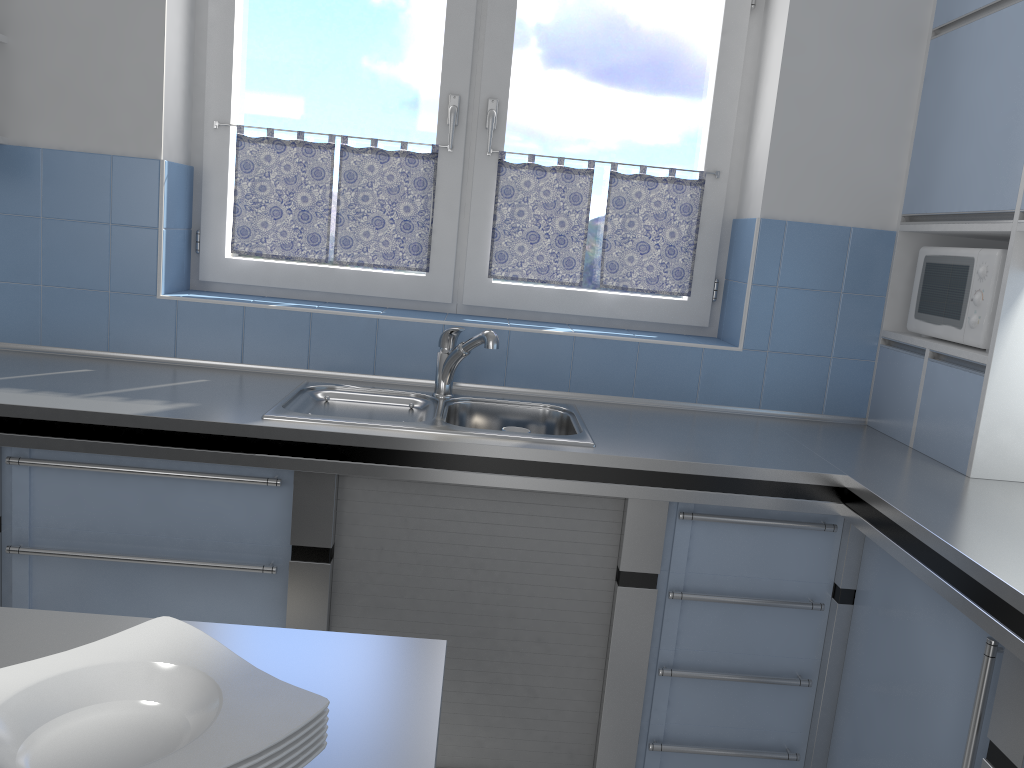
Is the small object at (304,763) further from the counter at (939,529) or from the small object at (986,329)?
the small object at (986,329)

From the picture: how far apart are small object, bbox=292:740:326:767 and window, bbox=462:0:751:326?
2.22m

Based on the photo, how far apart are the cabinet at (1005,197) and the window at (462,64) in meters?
1.4

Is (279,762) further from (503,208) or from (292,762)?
(503,208)

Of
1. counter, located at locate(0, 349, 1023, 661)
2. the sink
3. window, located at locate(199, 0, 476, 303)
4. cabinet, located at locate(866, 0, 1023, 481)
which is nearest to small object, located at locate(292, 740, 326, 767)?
counter, located at locate(0, 349, 1023, 661)

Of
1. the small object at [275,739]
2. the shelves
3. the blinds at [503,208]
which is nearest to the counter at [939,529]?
the blinds at [503,208]

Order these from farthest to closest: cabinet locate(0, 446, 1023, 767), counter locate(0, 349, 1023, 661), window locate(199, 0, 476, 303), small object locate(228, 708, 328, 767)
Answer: window locate(199, 0, 476, 303) → cabinet locate(0, 446, 1023, 767) → counter locate(0, 349, 1023, 661) → small object locate(228, 708, 328, 767)

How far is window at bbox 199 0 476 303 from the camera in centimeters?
278cm

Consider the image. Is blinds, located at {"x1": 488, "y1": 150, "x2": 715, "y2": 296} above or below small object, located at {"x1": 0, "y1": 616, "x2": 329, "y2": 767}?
above

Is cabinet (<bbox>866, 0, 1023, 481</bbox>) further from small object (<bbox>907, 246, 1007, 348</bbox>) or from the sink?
the sink
